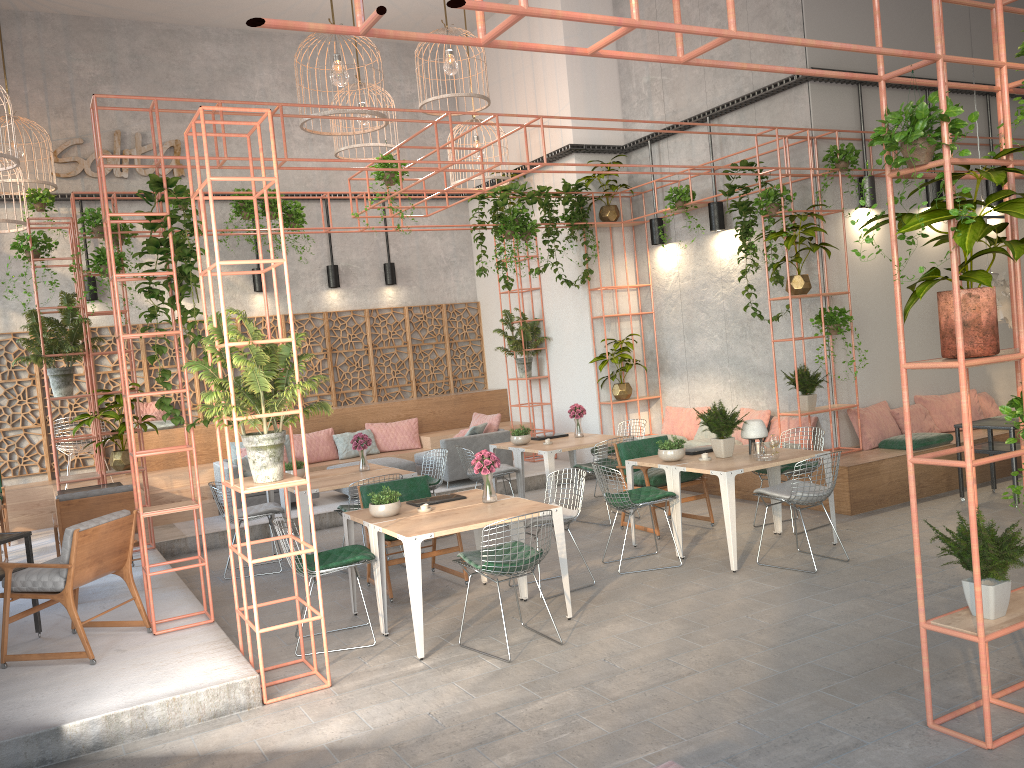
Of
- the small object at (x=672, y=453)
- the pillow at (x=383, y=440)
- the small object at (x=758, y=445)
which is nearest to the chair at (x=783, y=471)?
the small object at (x=758, y=445)

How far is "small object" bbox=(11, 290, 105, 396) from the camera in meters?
9.1 m

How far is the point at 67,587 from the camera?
5.8 meters

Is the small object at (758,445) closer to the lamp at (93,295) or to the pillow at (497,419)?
the pillow at (497,419)

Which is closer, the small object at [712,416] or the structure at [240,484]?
the structure at [240,484]

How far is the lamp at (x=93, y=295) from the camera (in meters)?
12.56

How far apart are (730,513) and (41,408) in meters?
9.8

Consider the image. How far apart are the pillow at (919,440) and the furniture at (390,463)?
5.8m

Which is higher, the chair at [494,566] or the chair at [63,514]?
the chair at [63,514]

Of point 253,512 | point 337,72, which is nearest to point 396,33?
point 337,72
